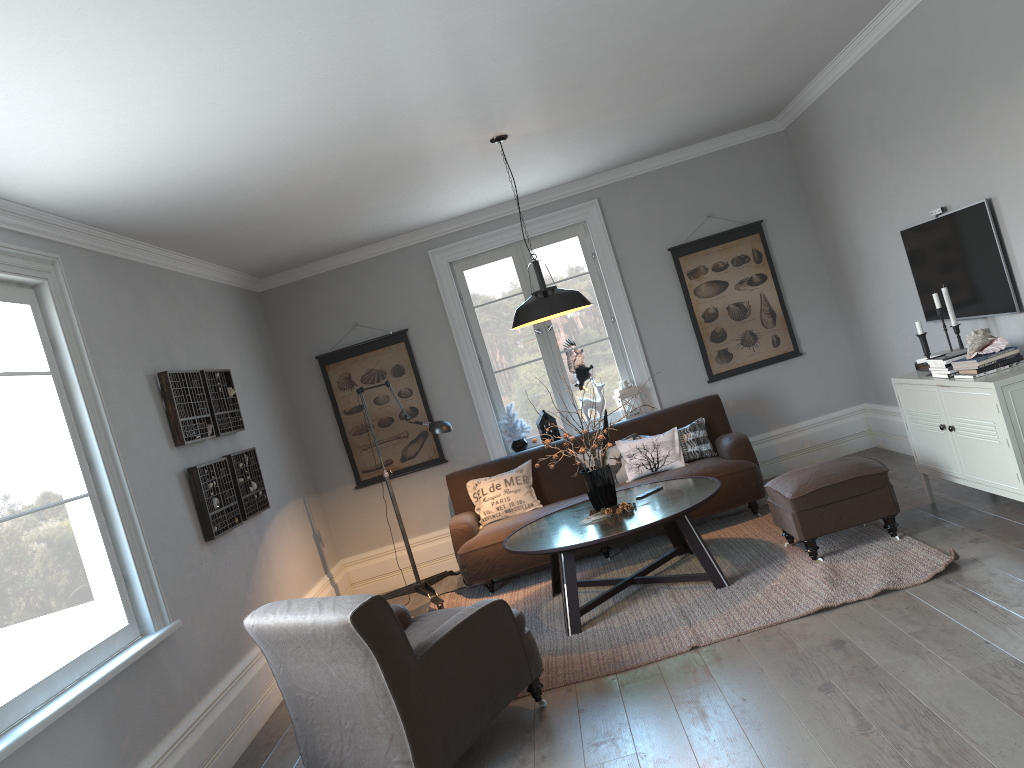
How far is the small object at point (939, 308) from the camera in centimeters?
469cm

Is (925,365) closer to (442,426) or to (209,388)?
(442,426)

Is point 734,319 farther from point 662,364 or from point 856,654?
point 856,654

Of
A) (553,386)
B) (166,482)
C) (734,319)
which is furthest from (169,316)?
(734,319)

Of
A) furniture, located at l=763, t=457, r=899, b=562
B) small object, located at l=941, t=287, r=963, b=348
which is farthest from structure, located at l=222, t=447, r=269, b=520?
small object, located at l=941, t=287, r=963, b=348

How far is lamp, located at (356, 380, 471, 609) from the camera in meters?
5.7 m

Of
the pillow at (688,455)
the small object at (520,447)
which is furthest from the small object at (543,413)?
the pillow at (688,455)

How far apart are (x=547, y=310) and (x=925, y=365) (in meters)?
2.15

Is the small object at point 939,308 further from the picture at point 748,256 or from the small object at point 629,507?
the picture at point 748,256

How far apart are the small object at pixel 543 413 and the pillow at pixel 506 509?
0.6m
